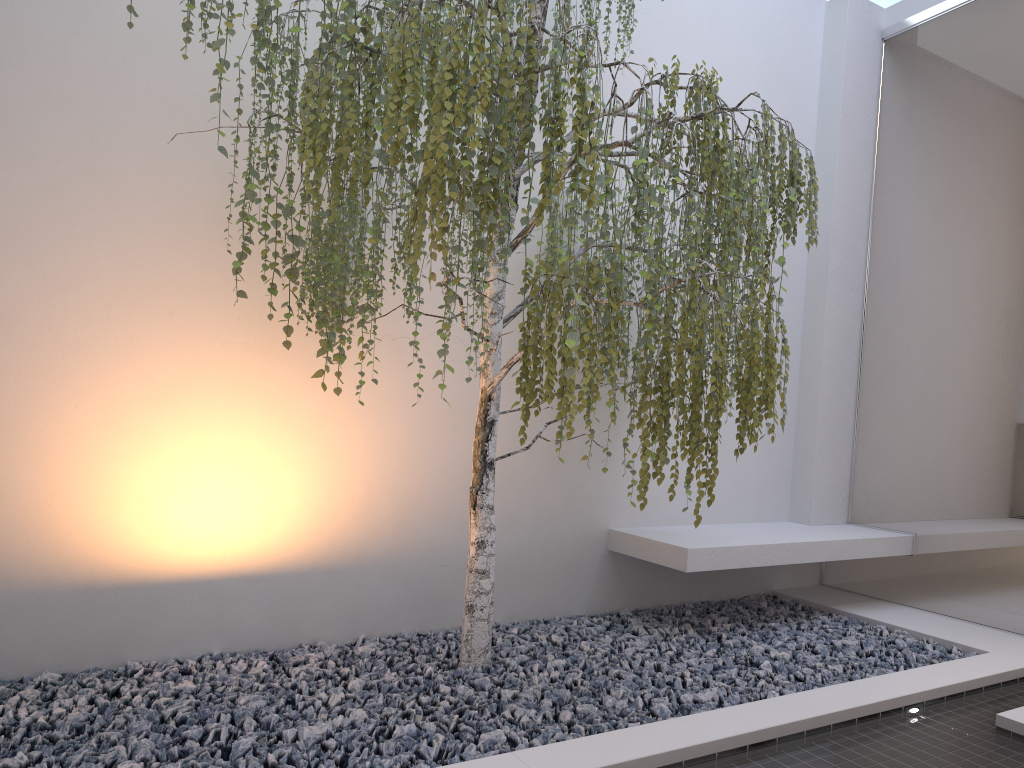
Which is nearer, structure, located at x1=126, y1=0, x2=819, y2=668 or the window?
structure, located at x1=126, y1=0, x2=819, y2=668

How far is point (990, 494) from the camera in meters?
3.7

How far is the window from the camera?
3.74m

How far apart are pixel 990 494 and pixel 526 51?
2.9 meters

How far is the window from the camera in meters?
3.7 m

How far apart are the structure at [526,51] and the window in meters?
1.2 m

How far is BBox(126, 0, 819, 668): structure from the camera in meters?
2.2

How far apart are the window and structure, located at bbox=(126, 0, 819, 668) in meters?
1.2

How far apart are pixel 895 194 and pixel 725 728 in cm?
313
